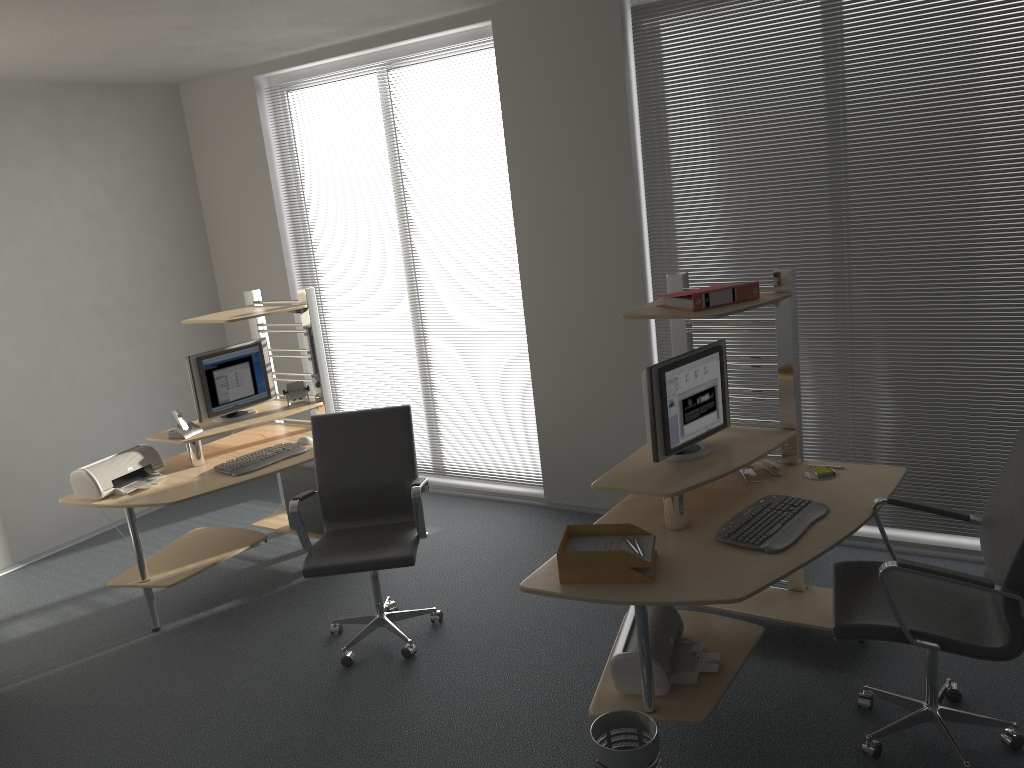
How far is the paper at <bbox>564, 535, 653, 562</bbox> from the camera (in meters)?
2.99

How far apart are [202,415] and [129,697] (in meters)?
1.55

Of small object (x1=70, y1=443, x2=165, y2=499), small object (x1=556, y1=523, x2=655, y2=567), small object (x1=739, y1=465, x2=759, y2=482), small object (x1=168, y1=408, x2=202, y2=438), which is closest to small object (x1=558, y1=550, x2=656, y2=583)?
small object (x1=556, y1=523, x2=655, y2=567)

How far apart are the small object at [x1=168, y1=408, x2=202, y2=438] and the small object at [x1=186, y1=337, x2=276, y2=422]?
0.06m

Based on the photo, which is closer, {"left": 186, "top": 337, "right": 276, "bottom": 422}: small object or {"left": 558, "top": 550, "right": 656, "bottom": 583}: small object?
{"left": 558, "top": 550, "right": 656, "bottom": 583}: small object

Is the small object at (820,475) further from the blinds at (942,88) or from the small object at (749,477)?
the blinds at (942,88)

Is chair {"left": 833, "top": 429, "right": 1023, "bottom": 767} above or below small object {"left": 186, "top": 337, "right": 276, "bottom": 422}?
below

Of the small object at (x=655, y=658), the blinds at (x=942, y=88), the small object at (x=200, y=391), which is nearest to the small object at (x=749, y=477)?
the small object at (x=655, y=658)

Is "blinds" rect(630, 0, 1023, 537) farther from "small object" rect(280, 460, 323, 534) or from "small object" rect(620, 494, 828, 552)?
"small object" rect(280, 460, 323, 534)

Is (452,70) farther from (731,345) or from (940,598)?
(940,598)
